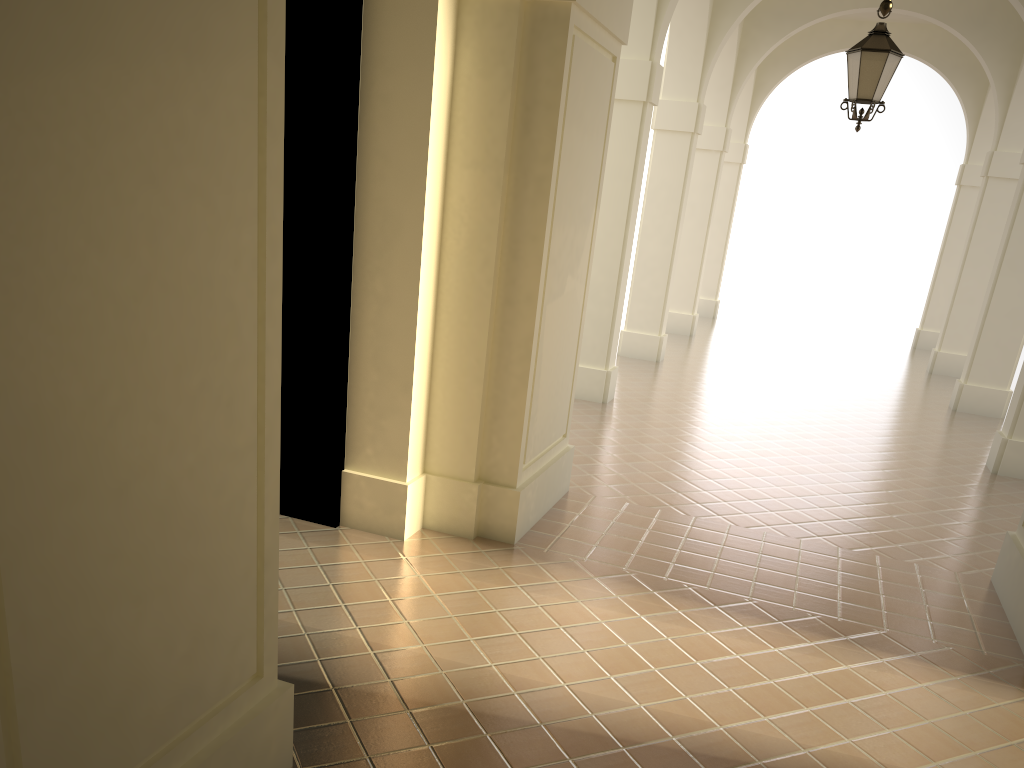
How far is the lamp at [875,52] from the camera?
8.1 meters

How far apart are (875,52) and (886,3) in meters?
4.9

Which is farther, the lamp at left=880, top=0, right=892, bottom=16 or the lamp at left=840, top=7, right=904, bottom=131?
the lamp at left=840, top=7, right=904, bottom=131

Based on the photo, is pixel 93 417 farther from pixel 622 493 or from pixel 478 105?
pixel 622 493

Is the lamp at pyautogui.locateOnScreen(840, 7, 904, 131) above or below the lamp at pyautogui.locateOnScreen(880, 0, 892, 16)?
above

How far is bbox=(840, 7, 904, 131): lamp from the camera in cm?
809

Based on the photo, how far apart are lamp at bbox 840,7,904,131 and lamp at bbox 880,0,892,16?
4.9 meters

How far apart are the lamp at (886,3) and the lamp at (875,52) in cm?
488

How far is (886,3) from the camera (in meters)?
3.74

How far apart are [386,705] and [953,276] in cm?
1968
